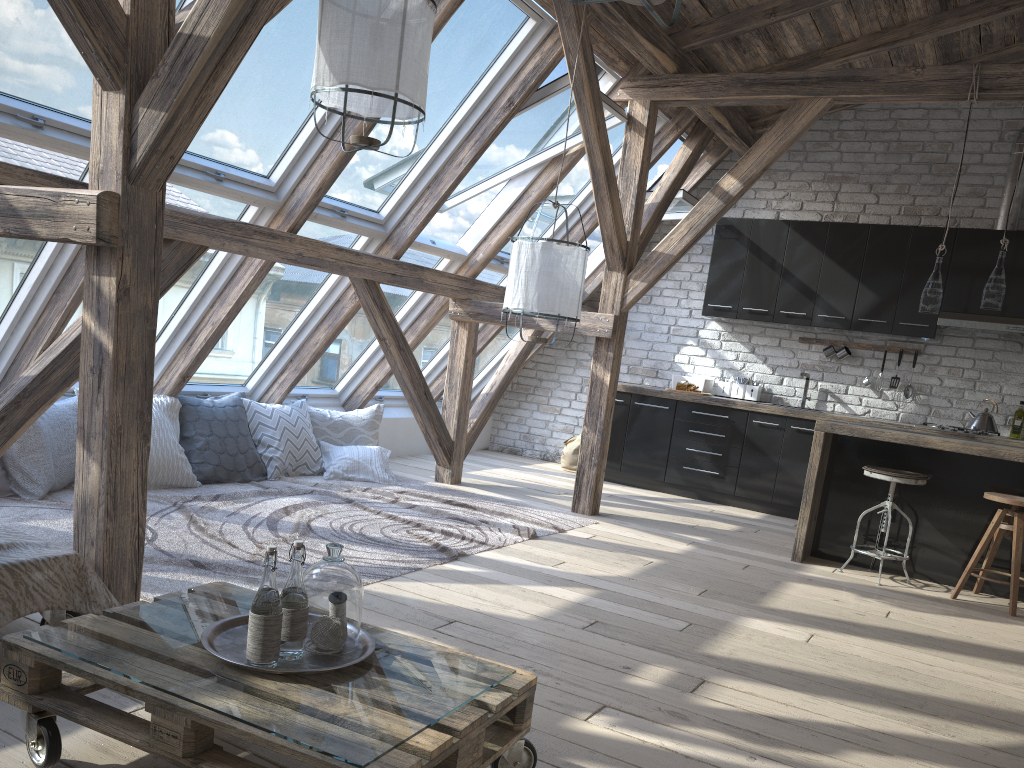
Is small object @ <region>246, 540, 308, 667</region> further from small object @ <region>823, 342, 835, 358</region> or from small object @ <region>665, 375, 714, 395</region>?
small object @ <region>823, 342, 835, 358</region>

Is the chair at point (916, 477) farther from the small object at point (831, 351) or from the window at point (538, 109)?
the window at point (538, 109)

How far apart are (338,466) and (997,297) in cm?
414

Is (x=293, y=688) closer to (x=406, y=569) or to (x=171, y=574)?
(x=171, y=574)

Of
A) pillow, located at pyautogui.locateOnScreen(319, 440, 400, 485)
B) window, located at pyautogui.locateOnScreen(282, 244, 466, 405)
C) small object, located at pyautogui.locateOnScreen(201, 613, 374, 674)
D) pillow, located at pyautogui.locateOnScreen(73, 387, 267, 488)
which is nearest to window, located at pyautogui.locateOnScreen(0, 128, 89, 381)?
pillow, located at pyautogui.locateOnScreen(73, 387, 267, 488)

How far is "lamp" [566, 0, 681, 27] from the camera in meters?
1.8

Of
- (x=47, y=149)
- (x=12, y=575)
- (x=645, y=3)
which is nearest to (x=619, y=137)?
(x=47, y=149)

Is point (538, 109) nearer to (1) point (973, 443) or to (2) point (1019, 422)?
(1) point (973, 443)

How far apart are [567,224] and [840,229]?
3.24m

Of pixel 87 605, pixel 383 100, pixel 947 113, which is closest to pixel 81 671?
pixel 87 605
